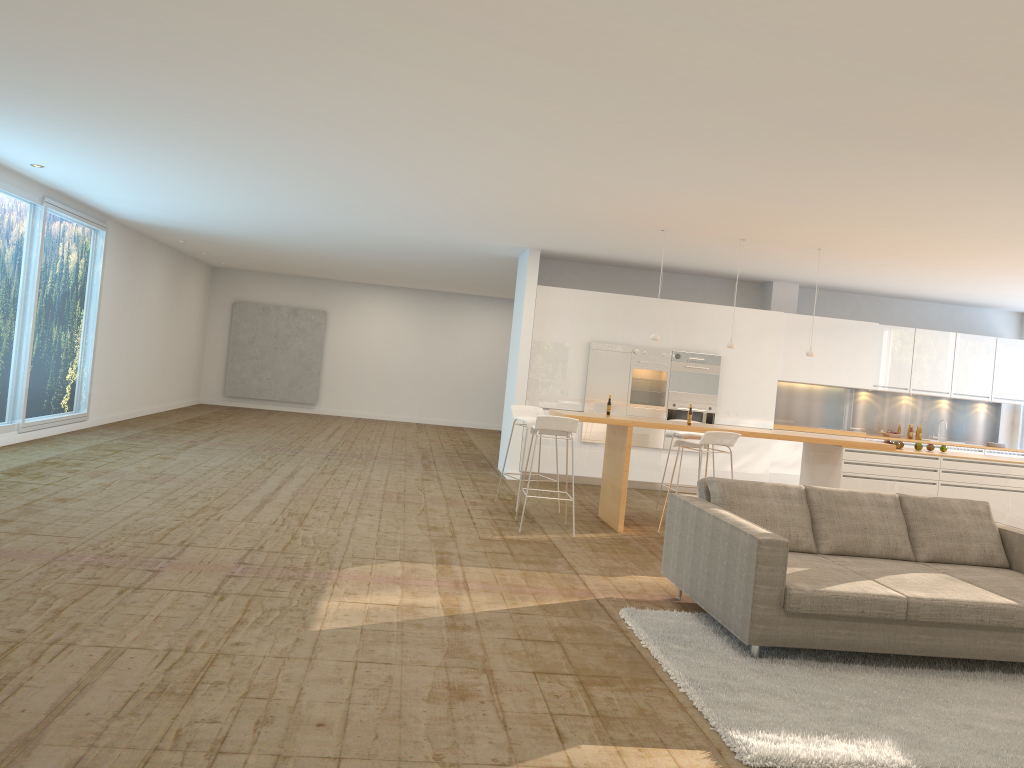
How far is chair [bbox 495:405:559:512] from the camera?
9.12m

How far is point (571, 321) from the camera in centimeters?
1160cm

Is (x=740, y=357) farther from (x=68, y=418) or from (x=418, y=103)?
(x=68, y=418)

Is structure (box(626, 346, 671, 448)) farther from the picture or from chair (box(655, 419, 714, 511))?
the picture

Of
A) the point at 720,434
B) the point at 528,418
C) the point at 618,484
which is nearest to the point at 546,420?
the point at 618,484

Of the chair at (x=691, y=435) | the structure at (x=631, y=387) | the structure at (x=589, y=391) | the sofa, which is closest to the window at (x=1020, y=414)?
the structure at (x=631, y=387)

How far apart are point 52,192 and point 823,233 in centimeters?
876cm

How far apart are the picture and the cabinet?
9.23m

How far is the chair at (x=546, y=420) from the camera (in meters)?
7.79

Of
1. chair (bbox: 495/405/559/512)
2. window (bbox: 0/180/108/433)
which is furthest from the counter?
window (bbox: 0/180/108/433)
